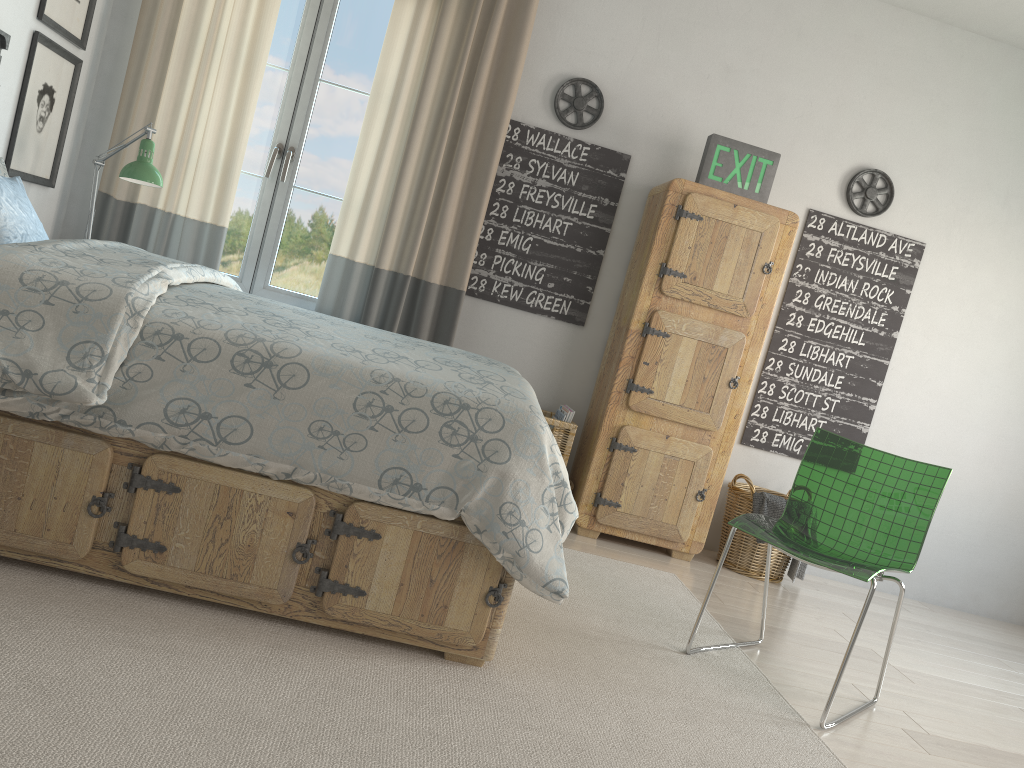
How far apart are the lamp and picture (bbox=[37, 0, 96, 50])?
0.5m

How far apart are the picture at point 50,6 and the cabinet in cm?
240

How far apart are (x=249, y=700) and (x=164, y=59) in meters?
2.9 m

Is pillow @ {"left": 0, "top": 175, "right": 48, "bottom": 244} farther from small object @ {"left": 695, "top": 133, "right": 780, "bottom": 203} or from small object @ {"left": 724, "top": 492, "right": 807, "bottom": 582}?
small object @ {"left": 724, "top": 492, "right": 807, "bottom": 582}

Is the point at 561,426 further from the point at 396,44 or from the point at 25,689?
the point at 25,689

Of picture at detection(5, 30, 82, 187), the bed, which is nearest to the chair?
the bed

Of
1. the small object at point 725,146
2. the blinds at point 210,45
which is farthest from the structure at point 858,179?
the blinds at point 210,45

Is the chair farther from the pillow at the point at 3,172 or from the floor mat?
the pillow at the point at 3,172

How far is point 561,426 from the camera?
3.8 meters

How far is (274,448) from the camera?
1.98m
